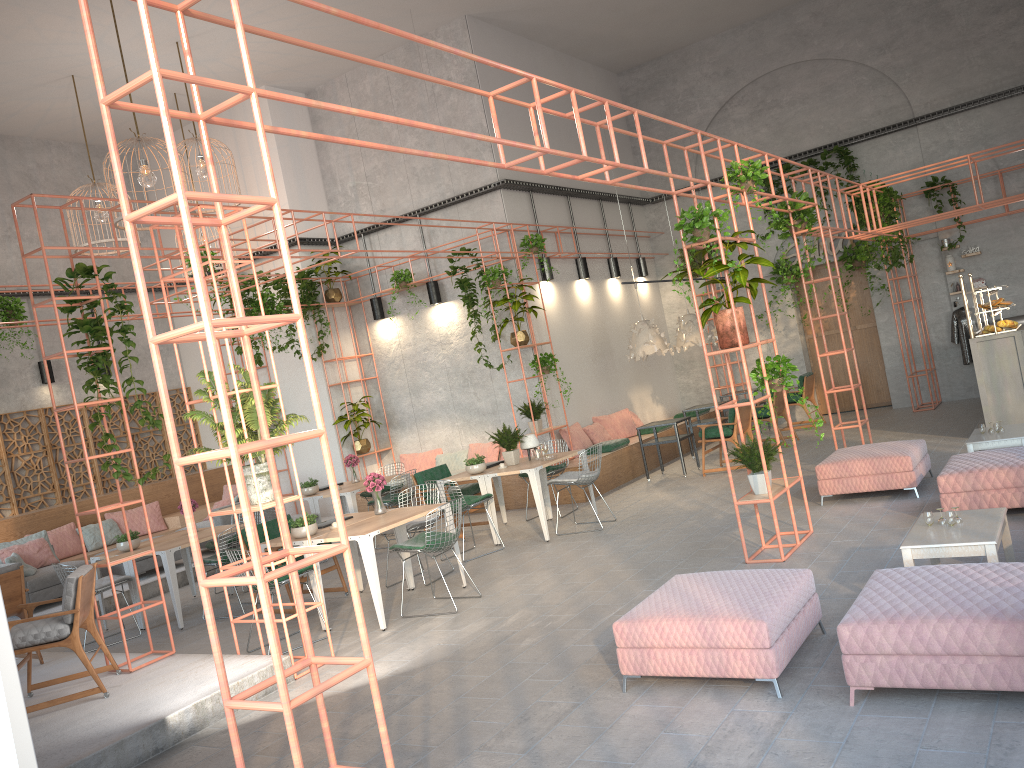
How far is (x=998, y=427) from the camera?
8.4m

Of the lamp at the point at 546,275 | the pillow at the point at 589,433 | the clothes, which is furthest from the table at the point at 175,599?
the clothes

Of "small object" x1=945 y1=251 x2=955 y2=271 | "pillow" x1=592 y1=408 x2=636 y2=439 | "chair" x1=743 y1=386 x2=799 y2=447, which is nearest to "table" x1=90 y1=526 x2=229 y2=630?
"pillow" x1=592 y1=408 x2=636 y2=439

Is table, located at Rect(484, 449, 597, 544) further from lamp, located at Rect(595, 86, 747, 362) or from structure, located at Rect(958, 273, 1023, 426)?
structure, located at Rect(958, 273, 1023, 426)

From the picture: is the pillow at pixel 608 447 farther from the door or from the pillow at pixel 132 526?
the pillow at pixel 132 526

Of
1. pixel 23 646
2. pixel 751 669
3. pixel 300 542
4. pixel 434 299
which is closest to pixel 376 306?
pixel 434 299

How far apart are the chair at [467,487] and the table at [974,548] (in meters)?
6.18

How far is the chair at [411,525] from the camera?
8.9 meters

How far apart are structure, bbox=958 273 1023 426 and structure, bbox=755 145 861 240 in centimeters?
388cm

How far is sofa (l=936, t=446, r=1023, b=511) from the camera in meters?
7.0 m
